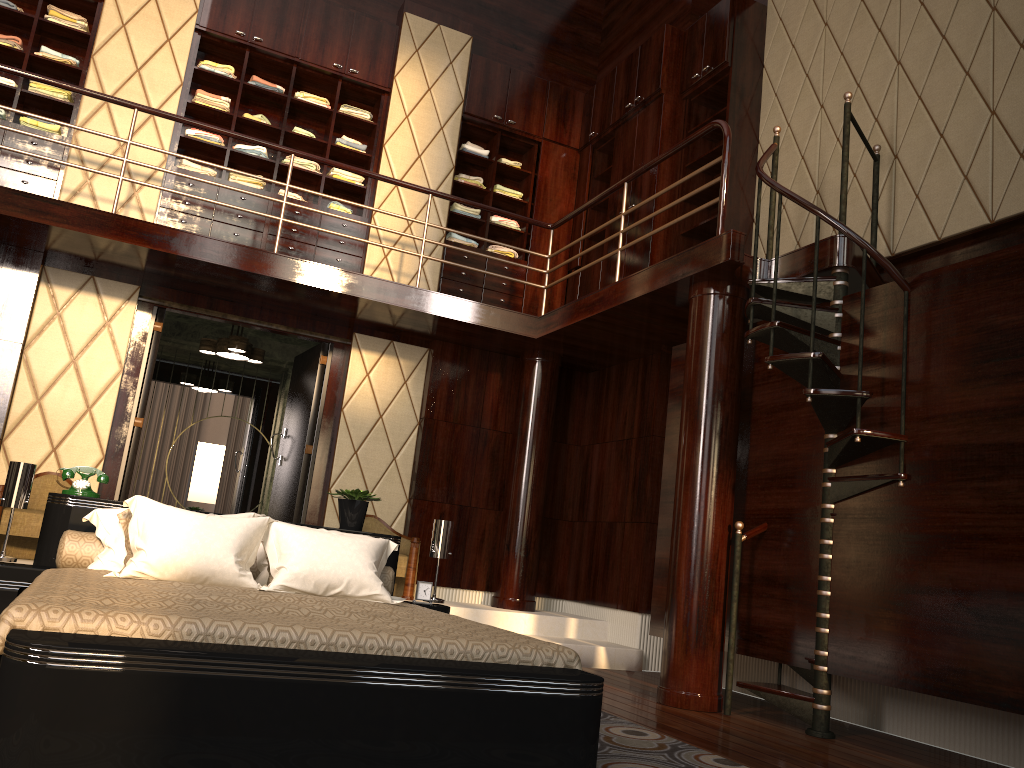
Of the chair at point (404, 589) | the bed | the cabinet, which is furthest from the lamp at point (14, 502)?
the cabinet

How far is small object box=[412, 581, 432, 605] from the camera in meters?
4.1 m

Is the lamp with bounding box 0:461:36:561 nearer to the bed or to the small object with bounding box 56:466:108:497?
the bed

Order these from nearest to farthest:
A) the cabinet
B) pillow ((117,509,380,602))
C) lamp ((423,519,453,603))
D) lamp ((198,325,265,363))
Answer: pillow ((117,509,380,602)) < lamp ((423,519,453,603)) < the cabinet < lamp ((198,325,265,363))

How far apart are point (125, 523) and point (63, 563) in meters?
0.3 m

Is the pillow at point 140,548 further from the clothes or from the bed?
the clothes

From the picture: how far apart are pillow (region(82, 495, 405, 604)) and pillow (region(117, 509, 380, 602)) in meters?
0.1 m

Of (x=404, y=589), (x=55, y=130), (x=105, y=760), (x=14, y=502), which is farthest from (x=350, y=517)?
(x=55, y=130)

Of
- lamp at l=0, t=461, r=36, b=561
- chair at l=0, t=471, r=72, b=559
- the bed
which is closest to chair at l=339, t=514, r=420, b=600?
the bed

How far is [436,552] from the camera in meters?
4.2
